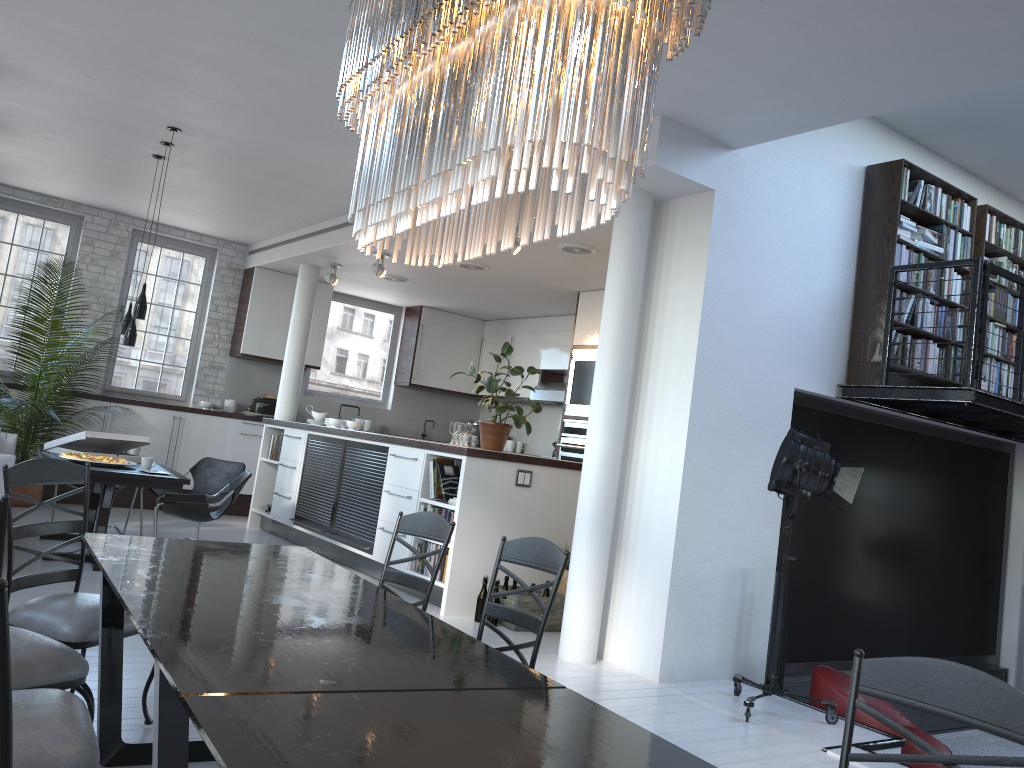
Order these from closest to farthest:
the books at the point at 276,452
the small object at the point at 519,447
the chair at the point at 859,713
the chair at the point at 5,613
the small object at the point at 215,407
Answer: the chair at the point at 5,613
the chair at the point at 859,713
the books at the point at 276,452
the small object at the point at 215,407
the small object at the point at 519,447

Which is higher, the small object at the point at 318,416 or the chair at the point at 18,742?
the small object at the point at 318,416

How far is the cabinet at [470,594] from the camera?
6.5 meters

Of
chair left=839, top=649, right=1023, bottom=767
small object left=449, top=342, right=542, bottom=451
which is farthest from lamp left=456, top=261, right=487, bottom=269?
chair left=839, top=649, right=1023, bottom=767

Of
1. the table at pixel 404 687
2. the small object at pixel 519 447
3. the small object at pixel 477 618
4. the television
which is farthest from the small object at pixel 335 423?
the table at pixel 404 687

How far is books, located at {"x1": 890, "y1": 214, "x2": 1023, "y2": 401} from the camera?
6.3 meters

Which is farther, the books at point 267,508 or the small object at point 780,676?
the books at point 267,508

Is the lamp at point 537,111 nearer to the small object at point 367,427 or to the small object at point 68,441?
the small object at point 68,441

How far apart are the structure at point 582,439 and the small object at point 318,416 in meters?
2.7 m

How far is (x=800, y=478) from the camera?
4.9m
